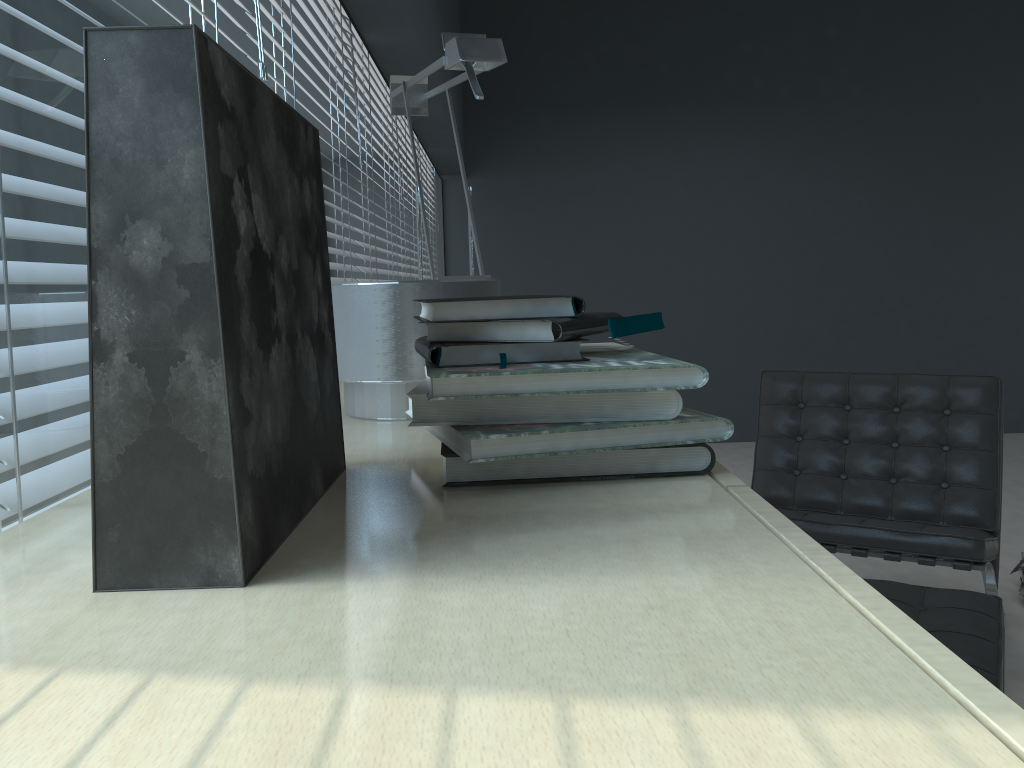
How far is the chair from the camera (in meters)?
2.26

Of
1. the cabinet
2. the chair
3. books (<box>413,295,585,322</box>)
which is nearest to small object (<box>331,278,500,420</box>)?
the cabinet

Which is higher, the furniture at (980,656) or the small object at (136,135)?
the small object at (136,135)

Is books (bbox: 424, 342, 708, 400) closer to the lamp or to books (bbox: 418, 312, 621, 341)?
books (bbox: 418, 312, 621, 341)

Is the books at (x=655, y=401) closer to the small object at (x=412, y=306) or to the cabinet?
the cabinet

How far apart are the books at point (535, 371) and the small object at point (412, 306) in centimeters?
19cm

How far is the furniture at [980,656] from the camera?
1.6m

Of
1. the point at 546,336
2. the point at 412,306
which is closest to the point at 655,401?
the point at 546,336

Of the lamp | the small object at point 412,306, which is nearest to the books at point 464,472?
the small object at point 412,306

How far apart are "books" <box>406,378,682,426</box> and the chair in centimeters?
176cm
